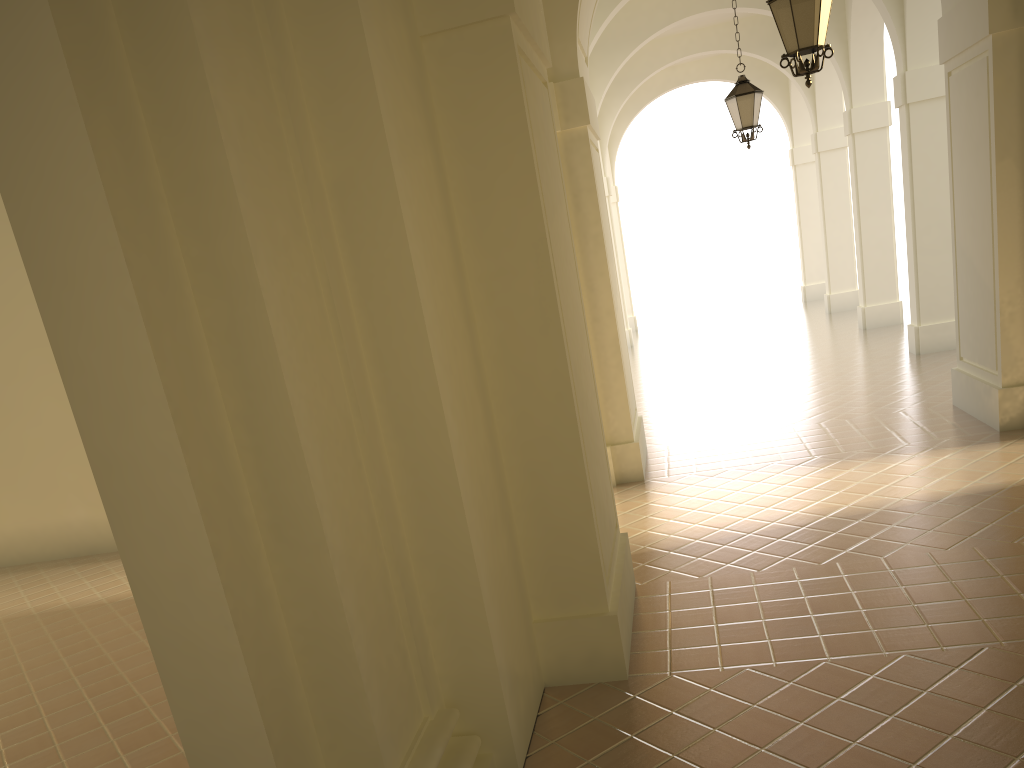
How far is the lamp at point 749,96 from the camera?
11.7 meters

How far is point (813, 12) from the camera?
6.8m

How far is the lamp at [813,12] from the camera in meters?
6.8

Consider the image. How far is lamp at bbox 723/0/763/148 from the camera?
11.67m

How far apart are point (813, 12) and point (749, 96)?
5.04m

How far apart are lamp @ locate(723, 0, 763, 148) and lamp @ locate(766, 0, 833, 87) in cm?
476

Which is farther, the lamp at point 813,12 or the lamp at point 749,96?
the lamp at point 749,96

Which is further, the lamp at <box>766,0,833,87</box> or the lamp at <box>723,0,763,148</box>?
the lamp at <box>723,0,763,148</box>

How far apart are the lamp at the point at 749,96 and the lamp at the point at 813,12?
4.76m

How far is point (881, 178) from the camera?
16.8 meters
